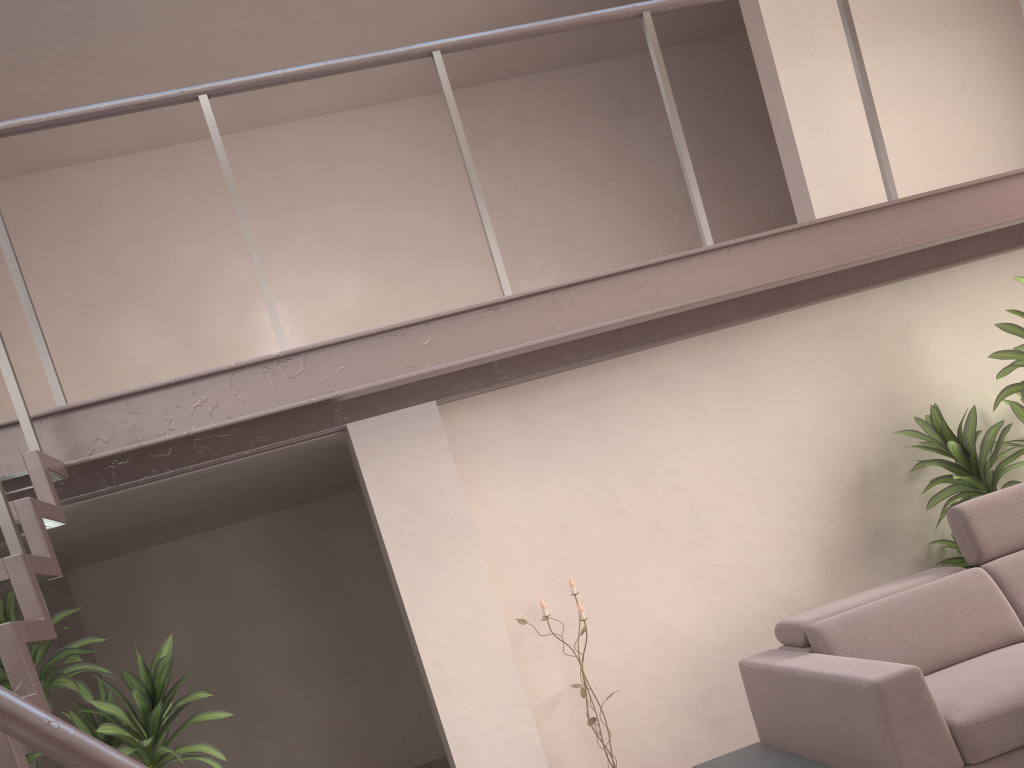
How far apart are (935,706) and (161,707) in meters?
2.9

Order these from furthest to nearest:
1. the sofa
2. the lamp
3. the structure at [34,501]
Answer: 1. the lamp
2. the sofa
3. the structure at [34,501]

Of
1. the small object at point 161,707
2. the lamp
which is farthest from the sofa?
the small object at point 161,707

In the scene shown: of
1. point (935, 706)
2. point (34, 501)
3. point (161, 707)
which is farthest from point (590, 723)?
point (34, 501)

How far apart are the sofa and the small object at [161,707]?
2.1m

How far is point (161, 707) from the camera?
3.5m

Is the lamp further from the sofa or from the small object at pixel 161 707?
the small object at pixel 161 707

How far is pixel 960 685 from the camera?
3.2m

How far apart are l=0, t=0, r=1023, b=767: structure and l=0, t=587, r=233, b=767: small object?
0.44m

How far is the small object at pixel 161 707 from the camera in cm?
345
